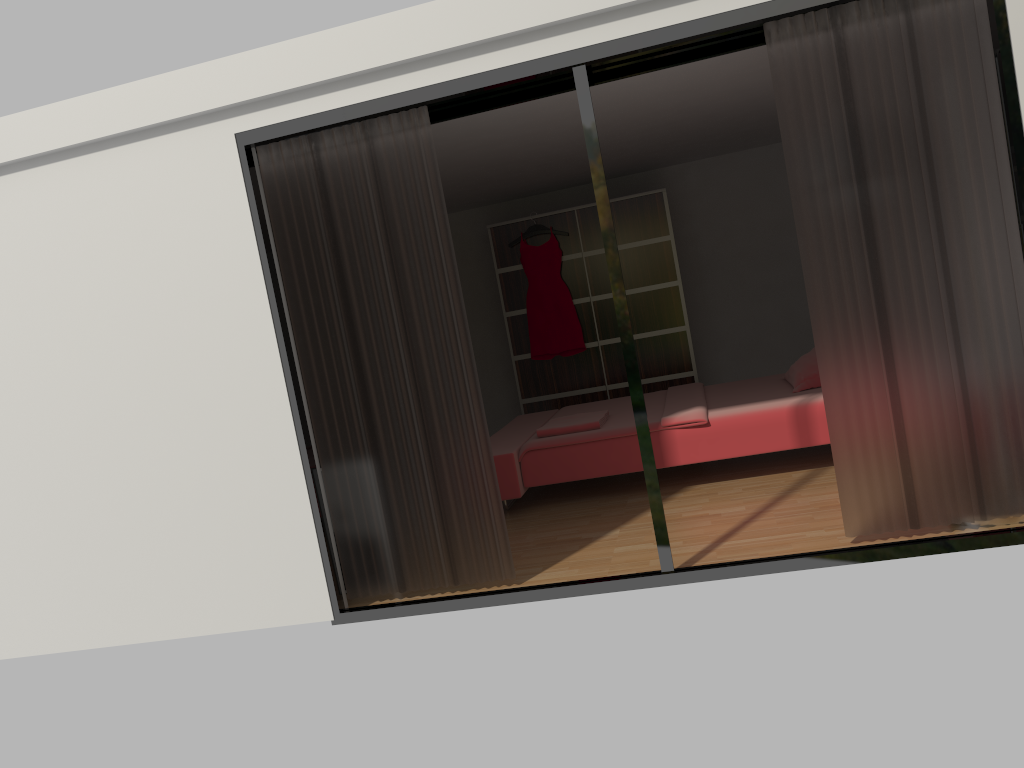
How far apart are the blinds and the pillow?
1.8m

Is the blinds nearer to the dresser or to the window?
the window

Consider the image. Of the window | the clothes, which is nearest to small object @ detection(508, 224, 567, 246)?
the clothes

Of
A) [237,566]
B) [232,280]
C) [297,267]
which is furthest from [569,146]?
[237,566]

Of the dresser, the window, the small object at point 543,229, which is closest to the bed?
the dresser

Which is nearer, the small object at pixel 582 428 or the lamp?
the lamp

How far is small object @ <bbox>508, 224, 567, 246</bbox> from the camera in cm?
758

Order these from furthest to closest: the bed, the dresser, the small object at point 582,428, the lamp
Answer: the dresser < the small object at point 582,428 < the bed < the lamp

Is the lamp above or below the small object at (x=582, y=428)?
below

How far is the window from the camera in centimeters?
325cm
